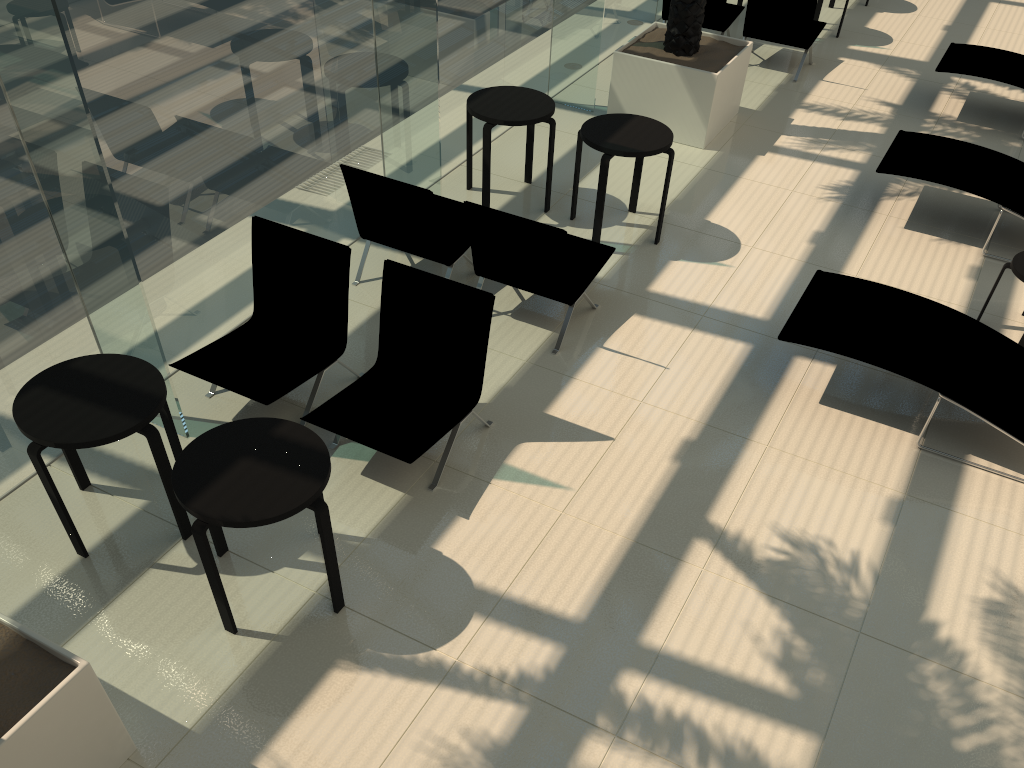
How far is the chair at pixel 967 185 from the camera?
7.0m

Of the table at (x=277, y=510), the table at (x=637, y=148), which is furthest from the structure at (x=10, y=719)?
→ the table at (x=637, y=148)

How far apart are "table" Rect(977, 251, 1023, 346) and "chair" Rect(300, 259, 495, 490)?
3.72m

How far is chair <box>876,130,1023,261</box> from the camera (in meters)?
7.01

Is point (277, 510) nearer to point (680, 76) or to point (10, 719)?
point (10, 719)

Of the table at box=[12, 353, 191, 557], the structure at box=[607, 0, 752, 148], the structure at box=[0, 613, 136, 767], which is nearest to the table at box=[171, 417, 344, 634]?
the table at box=[12, 353, 191, 557]

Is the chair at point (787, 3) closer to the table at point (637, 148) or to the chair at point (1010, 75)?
the chair at point (1010, 75)

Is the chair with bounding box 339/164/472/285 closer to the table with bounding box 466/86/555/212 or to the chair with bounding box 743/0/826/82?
the table with bounding box 466/86/555/212

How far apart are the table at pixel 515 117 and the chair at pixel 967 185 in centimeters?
274cm

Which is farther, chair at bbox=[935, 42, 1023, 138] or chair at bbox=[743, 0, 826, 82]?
chair at bbox=[743, 0, 826, 82]
